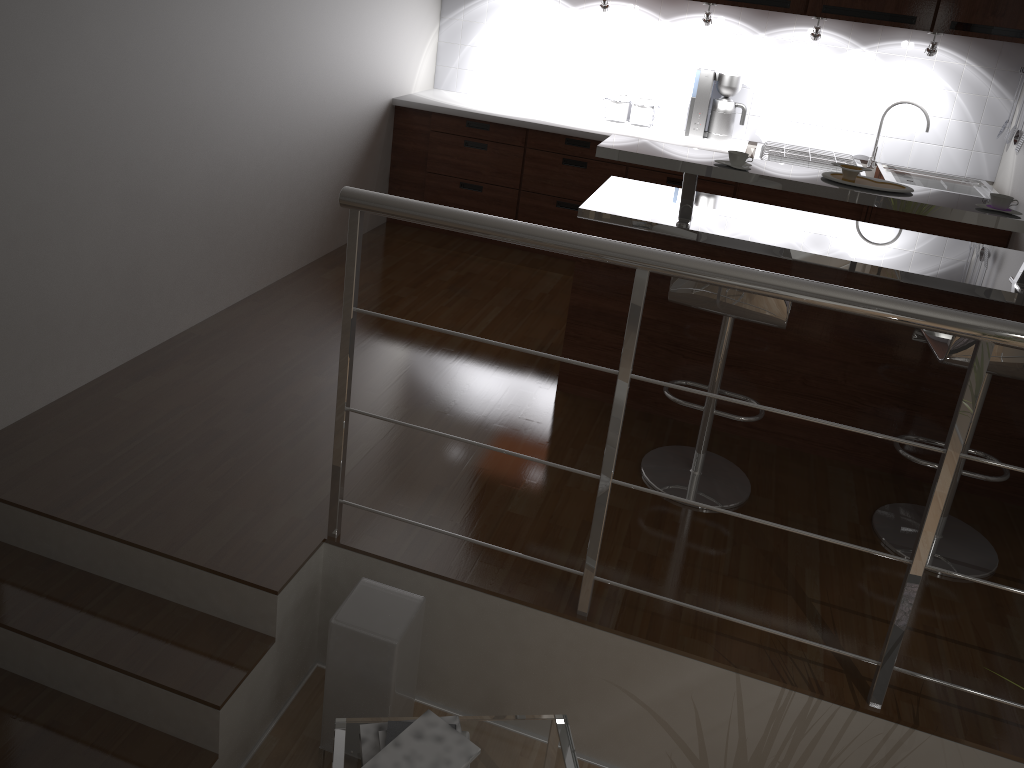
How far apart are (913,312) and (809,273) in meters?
1.3 m

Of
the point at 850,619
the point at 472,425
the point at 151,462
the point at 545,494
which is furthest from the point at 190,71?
the point at 850,619

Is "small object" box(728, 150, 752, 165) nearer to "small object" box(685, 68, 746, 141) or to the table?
the table

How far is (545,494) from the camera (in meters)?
2.99

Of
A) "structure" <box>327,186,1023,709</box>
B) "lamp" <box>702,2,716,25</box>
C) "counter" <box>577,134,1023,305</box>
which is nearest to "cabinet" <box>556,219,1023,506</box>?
"counter" <box>577,134,1023,305</box>

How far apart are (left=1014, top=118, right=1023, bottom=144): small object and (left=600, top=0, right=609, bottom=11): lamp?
2.22m

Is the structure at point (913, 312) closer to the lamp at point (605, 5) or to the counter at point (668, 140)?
the counter at point (668, 140)

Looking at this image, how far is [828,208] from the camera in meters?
4.7

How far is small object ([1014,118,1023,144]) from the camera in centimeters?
445cm

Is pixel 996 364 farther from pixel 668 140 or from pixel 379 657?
pixel 668 140
